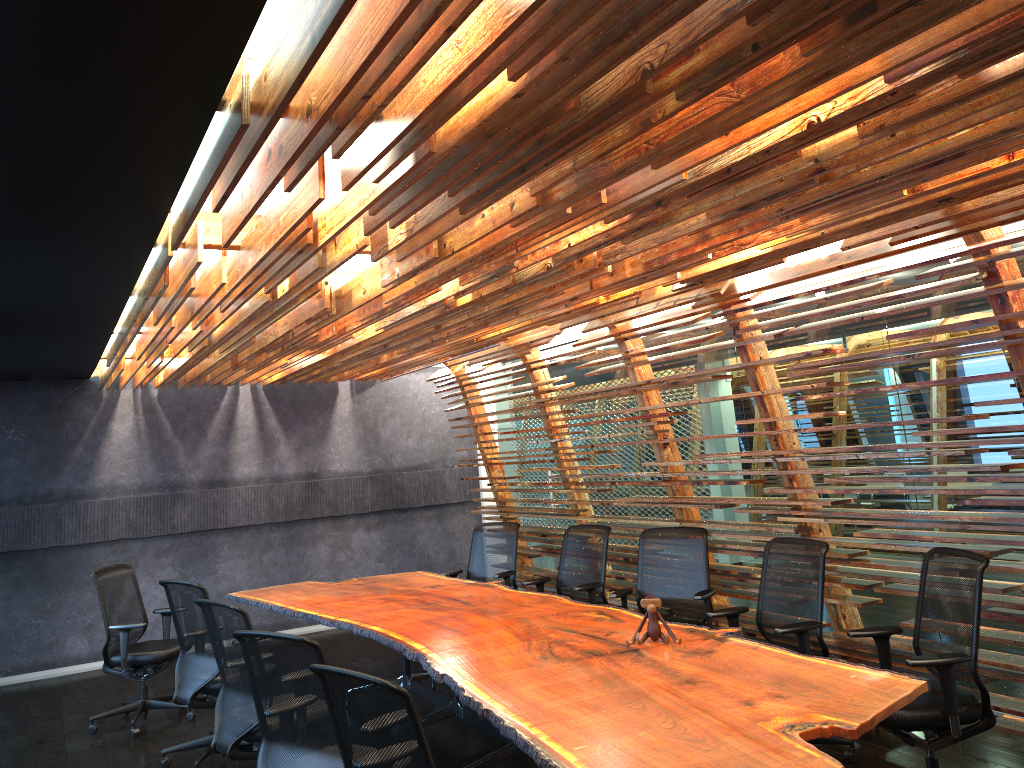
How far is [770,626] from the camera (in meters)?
5.80

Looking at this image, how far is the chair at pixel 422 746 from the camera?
3.0 meters

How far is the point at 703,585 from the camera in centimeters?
677cm

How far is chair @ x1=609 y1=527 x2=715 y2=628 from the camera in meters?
6.8

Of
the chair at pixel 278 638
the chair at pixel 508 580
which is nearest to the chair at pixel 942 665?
the chair at pixel 278 638

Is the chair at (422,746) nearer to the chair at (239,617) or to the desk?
the desk

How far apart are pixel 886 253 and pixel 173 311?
4.18m

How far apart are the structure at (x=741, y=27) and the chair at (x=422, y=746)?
1.7 meters

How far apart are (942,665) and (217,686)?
4.6m

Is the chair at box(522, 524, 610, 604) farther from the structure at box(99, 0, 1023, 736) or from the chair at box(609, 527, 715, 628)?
the chair at box(609, 527, 715, 628)
